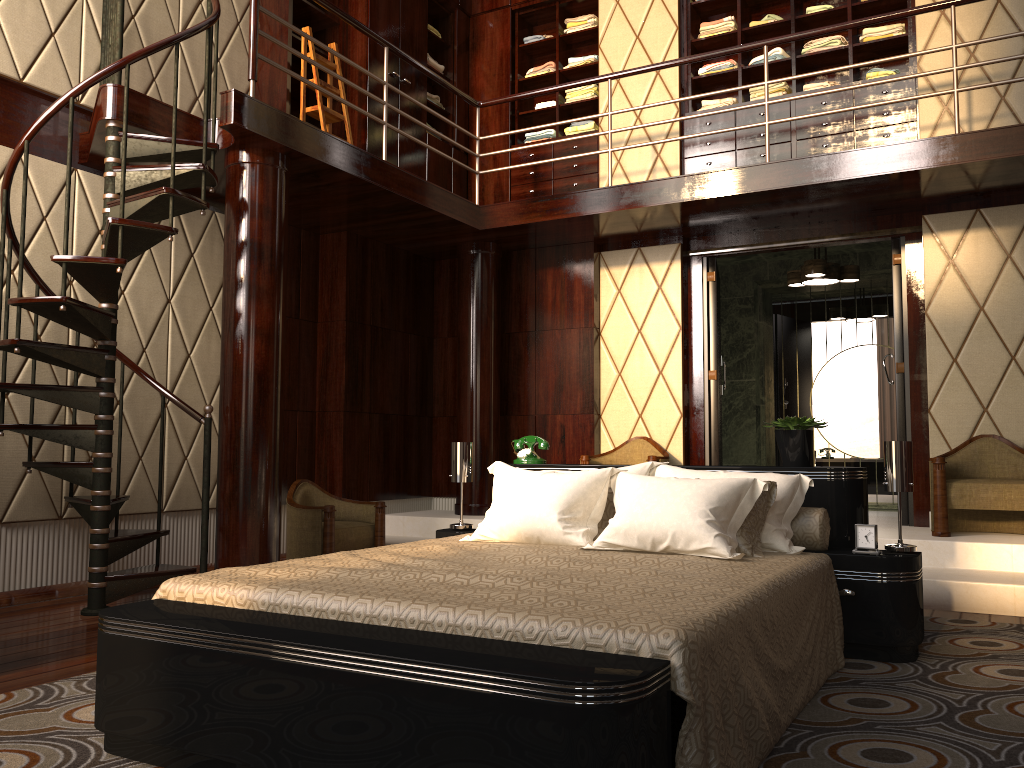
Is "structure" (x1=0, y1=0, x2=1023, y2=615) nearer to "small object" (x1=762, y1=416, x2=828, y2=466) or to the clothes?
the clothes

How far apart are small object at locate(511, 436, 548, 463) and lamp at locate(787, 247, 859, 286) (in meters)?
3.05

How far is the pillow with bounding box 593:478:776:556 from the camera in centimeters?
289cm

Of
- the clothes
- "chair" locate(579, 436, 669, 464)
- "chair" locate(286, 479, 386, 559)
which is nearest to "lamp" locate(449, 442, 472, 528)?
"chair" locate(286, 479, 386, 559)

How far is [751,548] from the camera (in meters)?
2.89

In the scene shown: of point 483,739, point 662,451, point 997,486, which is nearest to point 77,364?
point 483,739

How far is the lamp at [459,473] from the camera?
3.96m

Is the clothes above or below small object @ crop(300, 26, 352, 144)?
above

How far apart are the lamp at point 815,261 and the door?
0.6 meters

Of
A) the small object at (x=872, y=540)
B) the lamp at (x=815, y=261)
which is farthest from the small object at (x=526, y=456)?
the lamp at (x=815, y=261)
